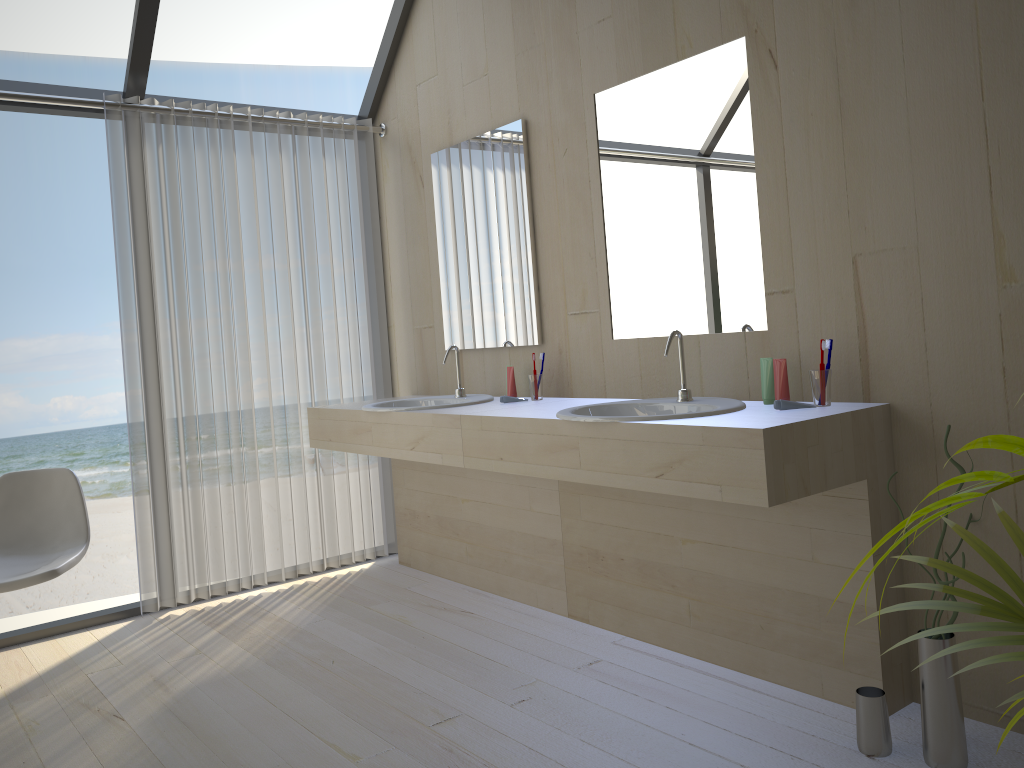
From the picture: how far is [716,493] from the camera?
2.1 meters

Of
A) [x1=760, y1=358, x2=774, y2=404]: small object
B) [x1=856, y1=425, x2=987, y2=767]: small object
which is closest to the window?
[x1=760, y1=358, x2=774, y2=404]: small object

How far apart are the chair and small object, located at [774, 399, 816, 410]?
2.3m

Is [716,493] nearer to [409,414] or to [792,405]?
[792,405]

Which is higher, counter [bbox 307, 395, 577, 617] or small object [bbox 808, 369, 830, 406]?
small object [bbox 808, 369, 830, 406]

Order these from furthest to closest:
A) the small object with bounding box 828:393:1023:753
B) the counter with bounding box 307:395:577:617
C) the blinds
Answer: the blinds < the counter with bounding box 307:395:577:617 < the small object with bounding box 828:393:1023:753

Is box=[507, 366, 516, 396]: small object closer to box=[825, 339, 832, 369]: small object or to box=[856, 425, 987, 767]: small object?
box=[825, 339, 832, 369]: small object

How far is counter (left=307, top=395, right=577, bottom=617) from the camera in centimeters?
320cm

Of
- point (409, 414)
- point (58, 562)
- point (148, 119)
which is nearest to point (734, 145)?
point (409, 414)

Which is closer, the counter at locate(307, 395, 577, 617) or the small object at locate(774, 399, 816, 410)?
the small object at locate(774, 399, 816, 410)
